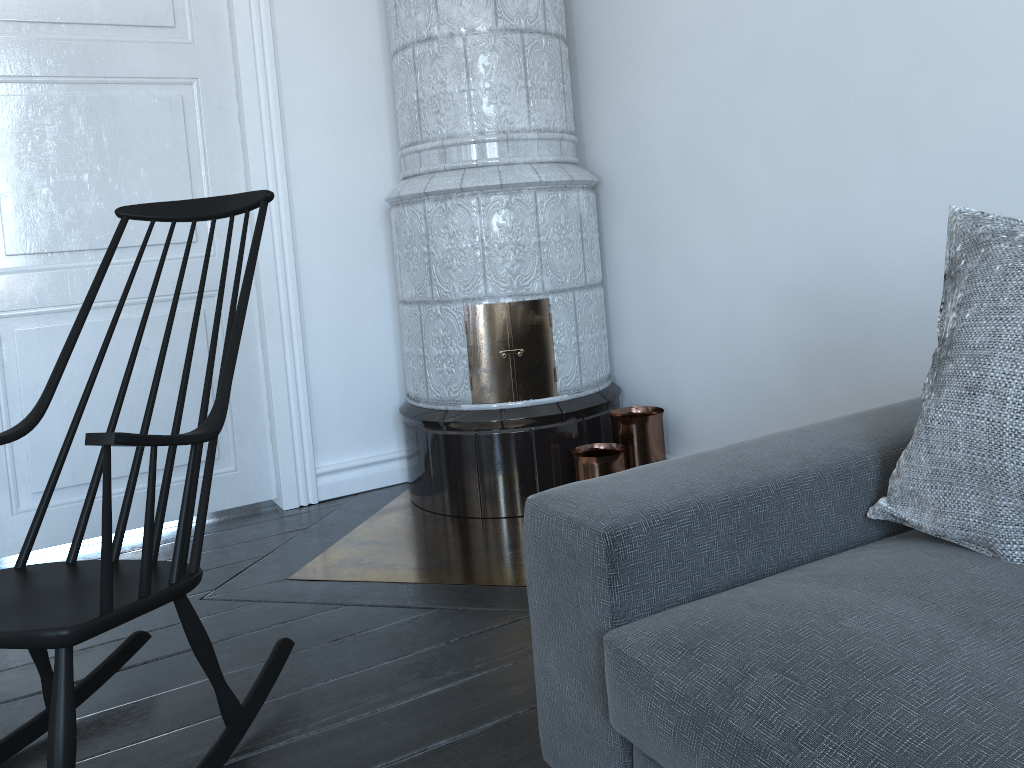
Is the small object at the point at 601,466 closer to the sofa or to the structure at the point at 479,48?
the structure at the point at 479,48

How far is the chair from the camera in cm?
121

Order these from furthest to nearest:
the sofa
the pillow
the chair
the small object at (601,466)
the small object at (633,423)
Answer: the small object at (633,423) → the small object at (601,466) → the chair → the pillow → the sofa

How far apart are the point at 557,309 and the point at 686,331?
0.4 meters

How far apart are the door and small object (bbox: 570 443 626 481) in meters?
1.0

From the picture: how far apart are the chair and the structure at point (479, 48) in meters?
0.5

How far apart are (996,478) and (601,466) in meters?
1.6

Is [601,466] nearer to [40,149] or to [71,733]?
[71,733]

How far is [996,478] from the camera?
1.1 meters

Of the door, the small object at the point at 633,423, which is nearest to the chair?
the door
